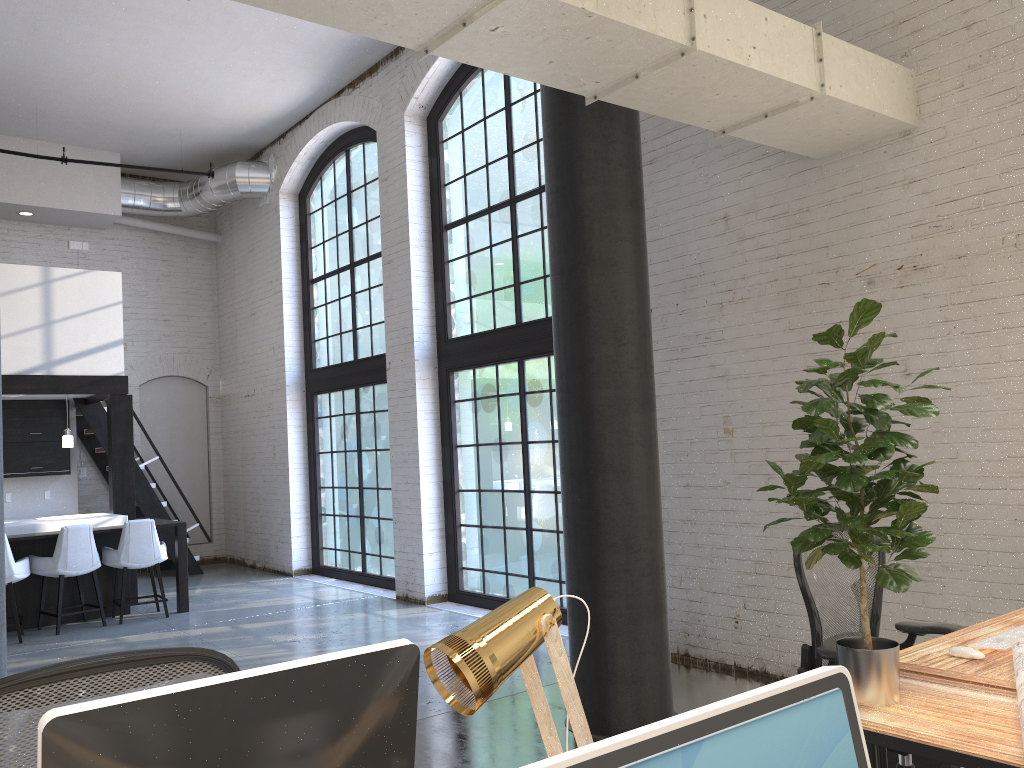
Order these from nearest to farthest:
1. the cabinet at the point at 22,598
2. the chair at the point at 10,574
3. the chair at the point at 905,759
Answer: the chair at the point at 905,759, the chair at the point at 10,574, the cabinet at the point at 22,598

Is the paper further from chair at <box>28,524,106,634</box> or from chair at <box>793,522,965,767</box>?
chair at <box>28,524,106,634</box>

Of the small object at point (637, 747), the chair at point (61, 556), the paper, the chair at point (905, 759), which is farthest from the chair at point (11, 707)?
the chair at point (61, 556)

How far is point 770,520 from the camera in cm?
529

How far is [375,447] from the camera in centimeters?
974cm

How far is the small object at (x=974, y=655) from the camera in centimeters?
271cm

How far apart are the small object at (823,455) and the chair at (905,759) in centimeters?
71cm

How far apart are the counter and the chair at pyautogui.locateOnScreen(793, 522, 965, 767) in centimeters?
727cm

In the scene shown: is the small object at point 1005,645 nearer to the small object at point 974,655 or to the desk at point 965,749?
the small object at point 974,655

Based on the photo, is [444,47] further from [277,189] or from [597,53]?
[277,189]
